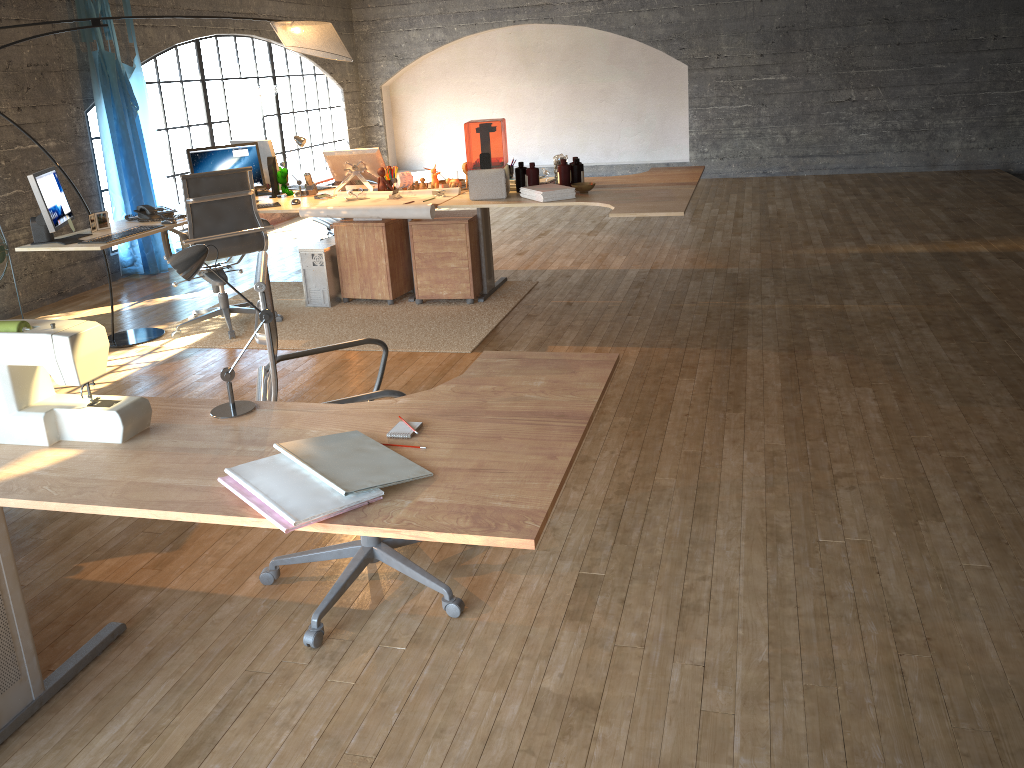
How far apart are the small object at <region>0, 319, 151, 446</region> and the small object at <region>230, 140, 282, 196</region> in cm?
418

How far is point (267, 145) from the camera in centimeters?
592cm

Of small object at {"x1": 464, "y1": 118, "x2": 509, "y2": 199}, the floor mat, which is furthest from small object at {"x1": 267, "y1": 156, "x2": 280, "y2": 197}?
small object at {"x1": 464, "y1": 118, "x2": 509, "y2": 199}

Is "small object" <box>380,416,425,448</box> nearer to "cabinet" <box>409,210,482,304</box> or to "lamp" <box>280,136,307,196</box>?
"cabinet" <box>409,210,482,304</box>

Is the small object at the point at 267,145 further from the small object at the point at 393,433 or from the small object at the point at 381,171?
the small object at the point at 393,433

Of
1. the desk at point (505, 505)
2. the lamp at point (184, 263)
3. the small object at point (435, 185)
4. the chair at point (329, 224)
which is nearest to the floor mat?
the chair at point (329, 224)

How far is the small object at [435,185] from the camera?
5.7 meters

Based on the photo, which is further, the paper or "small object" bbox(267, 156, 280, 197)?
"small object" bbox(267, 156, 280, 197)

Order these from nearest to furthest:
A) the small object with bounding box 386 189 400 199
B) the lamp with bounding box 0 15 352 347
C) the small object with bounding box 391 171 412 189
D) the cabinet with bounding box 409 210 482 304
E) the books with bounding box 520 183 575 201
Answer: the books with bounding box 520 183 575 201
the lamp with bounding box 0 15 352 347
the small object with bounding box 386 189 400 199
the cabinet with bounding box 409 210 482 304
the small object with bounding box 391 171 412 189

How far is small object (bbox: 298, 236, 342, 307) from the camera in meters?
5.8 m
